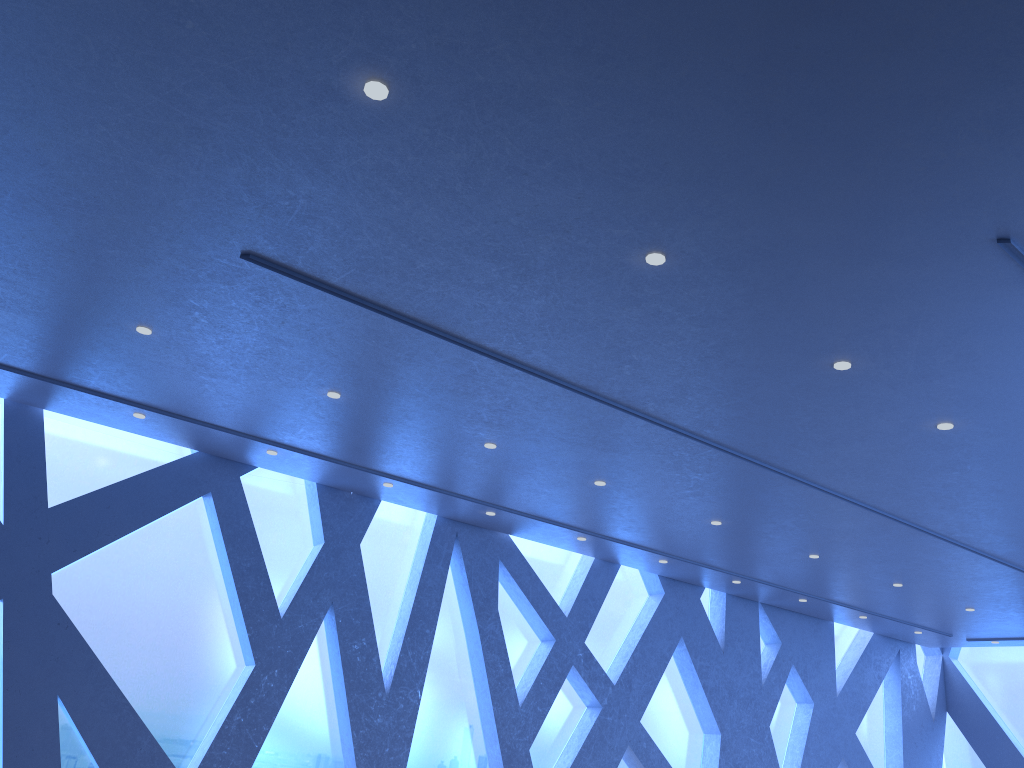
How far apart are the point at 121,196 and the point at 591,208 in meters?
2.7

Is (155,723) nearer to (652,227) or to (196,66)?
(196,66)

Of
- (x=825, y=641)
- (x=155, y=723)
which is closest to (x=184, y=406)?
(x=155, y=723)
